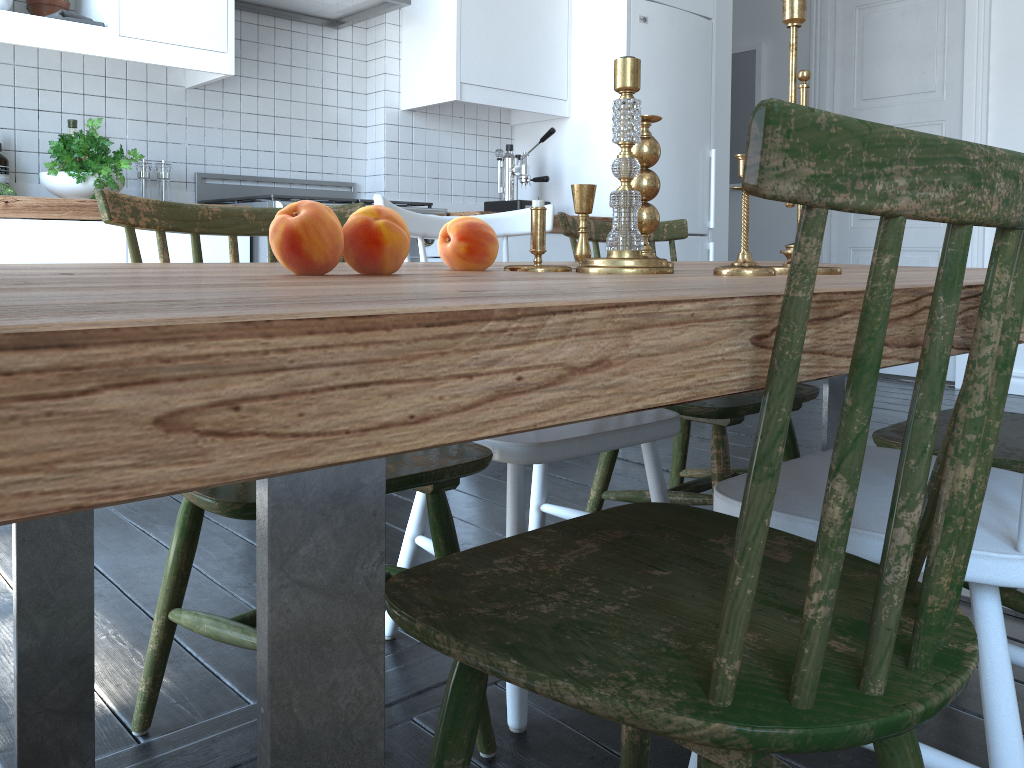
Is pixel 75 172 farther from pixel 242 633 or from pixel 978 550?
pixel 978 550

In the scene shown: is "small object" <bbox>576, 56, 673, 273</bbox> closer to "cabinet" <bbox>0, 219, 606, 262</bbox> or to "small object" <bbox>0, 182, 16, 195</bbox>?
"cabinet" <bbox>0, 219, 606, 262</bbox>

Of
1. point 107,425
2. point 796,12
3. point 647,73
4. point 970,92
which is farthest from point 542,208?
point 970,92

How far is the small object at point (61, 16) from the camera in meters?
2.6 m

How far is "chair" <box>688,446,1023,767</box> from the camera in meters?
0.9

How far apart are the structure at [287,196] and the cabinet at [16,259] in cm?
3

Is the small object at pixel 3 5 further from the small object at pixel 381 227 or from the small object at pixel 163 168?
the small object at pixel 381 227

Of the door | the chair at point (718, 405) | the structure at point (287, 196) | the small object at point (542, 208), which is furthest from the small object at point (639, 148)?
the door

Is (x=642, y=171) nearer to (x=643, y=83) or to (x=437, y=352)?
(x=437, y=352)

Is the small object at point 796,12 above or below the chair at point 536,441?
above
